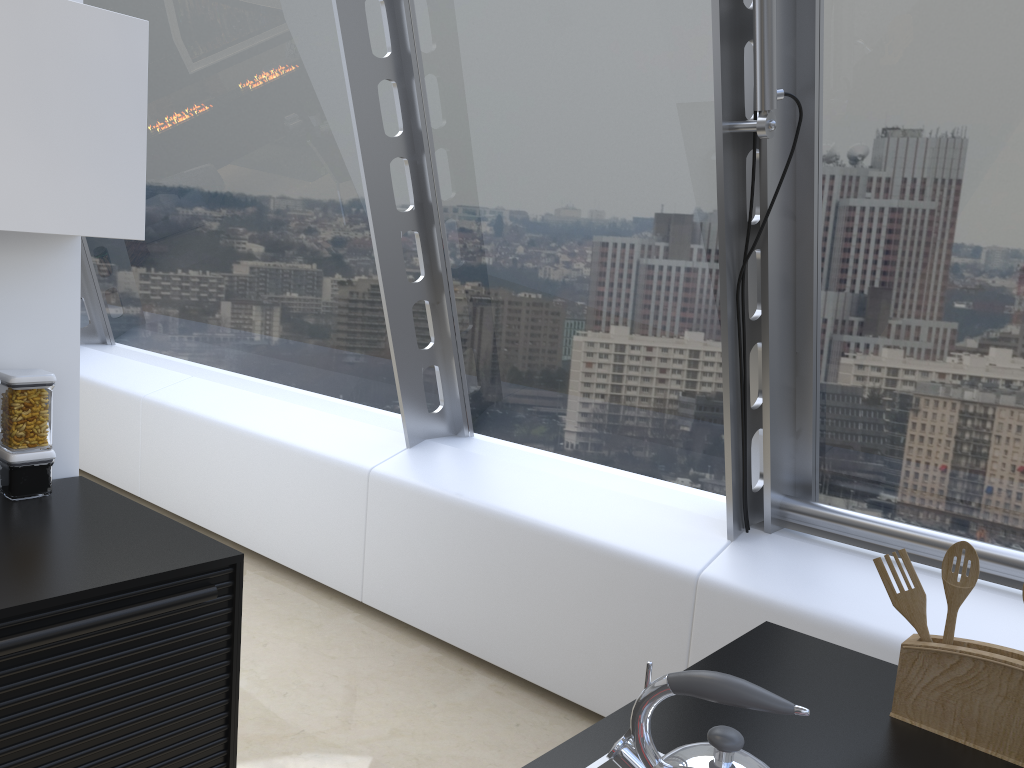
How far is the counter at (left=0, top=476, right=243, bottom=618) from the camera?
1.7 meters

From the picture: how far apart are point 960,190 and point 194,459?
3.7 meters

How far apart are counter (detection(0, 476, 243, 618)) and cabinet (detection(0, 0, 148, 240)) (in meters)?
0.67

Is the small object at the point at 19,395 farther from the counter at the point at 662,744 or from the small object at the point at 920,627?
the small object at the point at 920,627

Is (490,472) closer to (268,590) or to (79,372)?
(268,590)

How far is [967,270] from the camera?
2.41m

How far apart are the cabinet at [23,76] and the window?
1.3m

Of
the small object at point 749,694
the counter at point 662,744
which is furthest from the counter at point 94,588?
the small object at point 749,694

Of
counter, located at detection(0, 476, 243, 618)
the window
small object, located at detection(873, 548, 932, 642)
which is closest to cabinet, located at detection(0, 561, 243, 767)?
counter, located at detection(0, 476, 243, 618)

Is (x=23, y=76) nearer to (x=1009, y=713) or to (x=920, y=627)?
(x=920, y=627)
